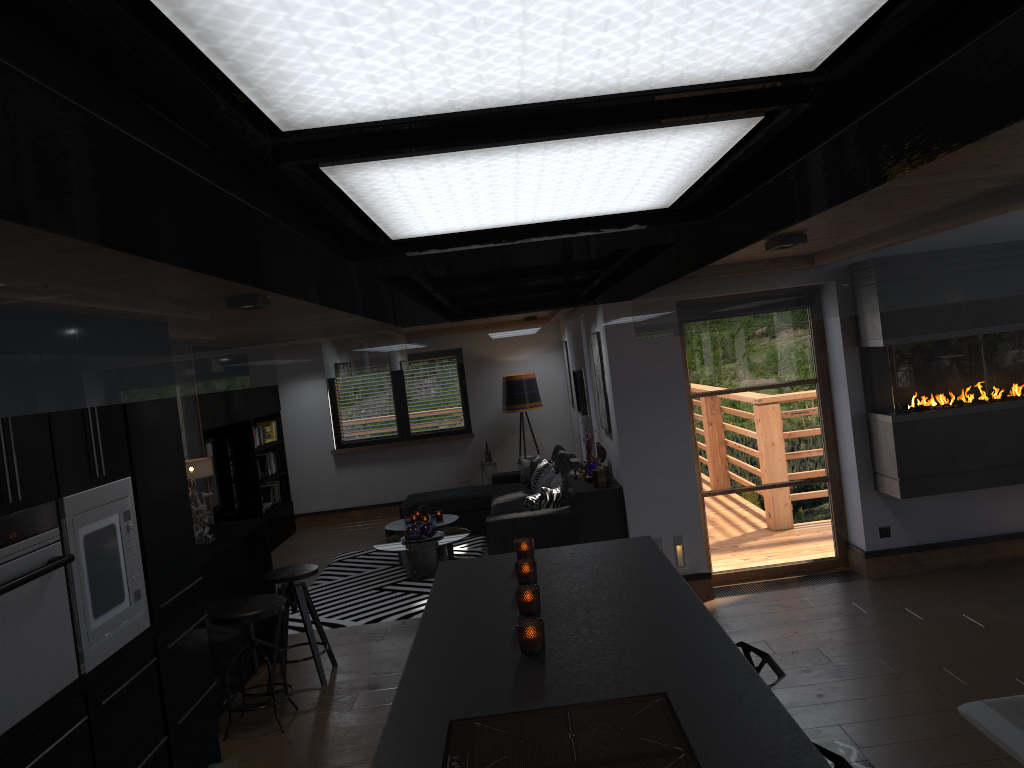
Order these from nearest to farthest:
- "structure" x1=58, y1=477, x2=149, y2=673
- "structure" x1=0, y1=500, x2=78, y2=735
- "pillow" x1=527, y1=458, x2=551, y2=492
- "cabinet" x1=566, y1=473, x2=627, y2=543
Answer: "structure" x1=0, y1=500, x2=78, y2=735 → "structure" x1=58, y1=477, x2=149, y2=673 → "cabinet" x1=566, y1=473, x2=627, y2=543 → "pillow" x1=527, y1=458, x2=551, y2=492

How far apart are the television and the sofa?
2.03m

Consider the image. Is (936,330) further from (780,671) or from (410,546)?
(410,546)

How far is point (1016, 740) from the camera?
3.8 meters

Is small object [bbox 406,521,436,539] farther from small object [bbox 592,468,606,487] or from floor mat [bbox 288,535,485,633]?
small object [bbox 592,468,606,487]

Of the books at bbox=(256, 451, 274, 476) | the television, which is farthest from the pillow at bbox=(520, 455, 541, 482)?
the television

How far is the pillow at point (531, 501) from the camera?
7.87m

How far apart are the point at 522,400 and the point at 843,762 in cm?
887

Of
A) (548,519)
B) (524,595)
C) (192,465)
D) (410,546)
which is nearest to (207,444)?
(410,546)

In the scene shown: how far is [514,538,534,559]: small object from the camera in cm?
351
